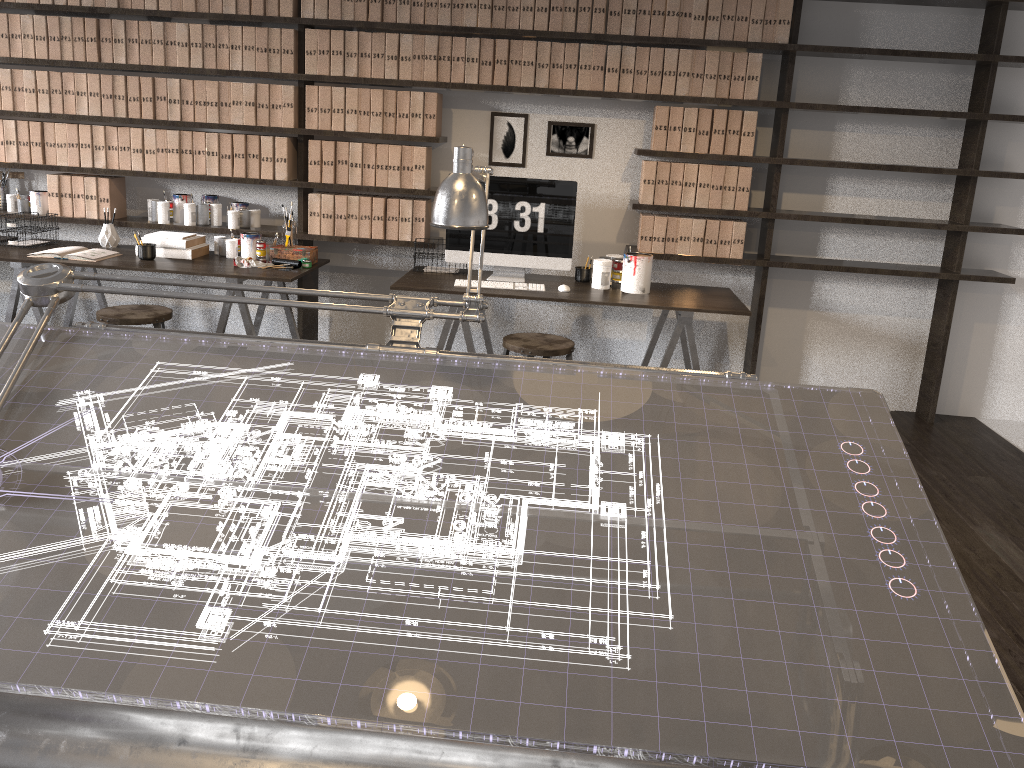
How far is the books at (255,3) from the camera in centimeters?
442cm

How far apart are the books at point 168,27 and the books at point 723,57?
2.8m

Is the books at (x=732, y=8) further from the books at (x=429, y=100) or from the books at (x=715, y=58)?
the books at (x=429, y=100)

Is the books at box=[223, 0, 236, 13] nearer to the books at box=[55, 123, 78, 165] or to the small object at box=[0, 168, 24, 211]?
the books at box=[55, 123, 78, 165]

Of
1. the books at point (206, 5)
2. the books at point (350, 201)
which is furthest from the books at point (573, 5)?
the books at point (206, 5)

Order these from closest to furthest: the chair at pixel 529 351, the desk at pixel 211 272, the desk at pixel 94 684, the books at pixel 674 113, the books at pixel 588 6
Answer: the desk at pixel 94 684
the chair at pixel 529 351
the desk at pixel 211 272
the books at pixel 588 6
the books at pixel 674 113

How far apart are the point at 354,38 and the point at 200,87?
0.9 meters

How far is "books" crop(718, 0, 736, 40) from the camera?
4.24m

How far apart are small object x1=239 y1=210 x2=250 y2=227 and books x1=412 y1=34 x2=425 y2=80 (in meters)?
1.17

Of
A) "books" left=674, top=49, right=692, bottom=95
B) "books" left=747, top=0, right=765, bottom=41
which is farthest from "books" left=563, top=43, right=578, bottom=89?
"books" left=747, top=0, right=765, bottom=41
